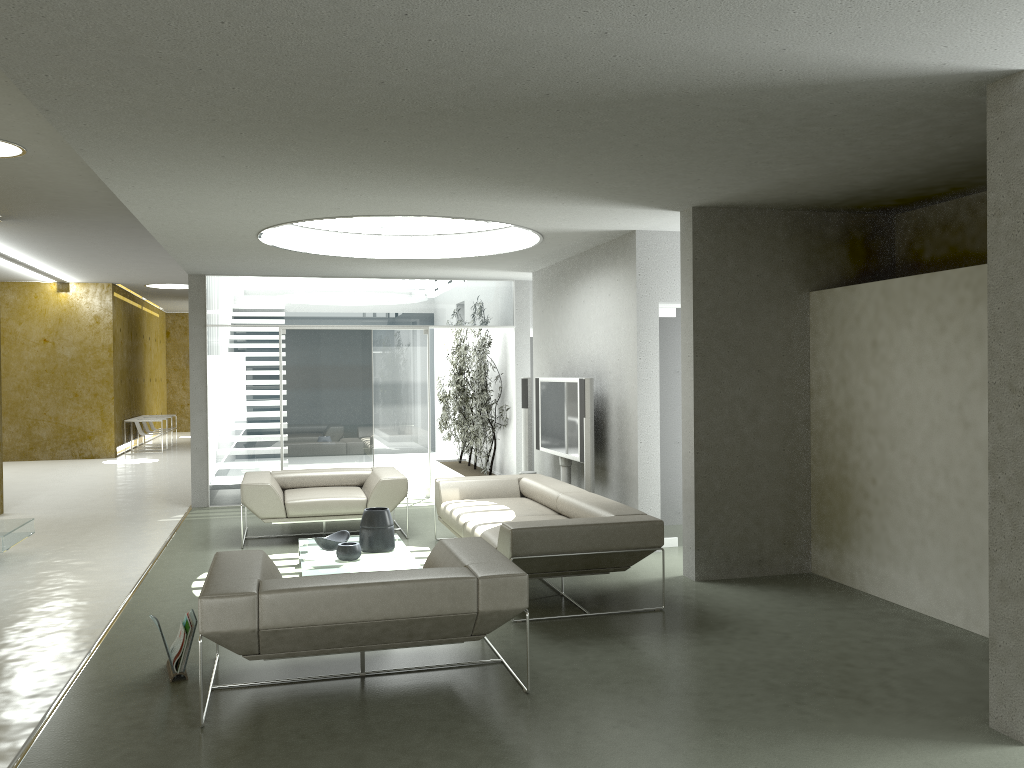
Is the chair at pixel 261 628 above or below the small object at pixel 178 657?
above

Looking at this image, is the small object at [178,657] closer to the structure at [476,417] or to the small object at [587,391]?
the small object at [587,391]

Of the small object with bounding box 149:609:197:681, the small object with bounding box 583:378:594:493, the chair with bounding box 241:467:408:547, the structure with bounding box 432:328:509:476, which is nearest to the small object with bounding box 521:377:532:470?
the structure with bounding box 432:328:509:476

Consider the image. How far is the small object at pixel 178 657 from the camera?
4.42m

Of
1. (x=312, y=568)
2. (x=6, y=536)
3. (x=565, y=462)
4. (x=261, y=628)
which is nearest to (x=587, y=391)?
(x=565, y=462)

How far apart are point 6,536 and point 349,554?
2.90m

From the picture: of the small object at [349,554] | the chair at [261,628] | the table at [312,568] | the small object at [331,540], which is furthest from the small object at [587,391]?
the chair at [261,628]

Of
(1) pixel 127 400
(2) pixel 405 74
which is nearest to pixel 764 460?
(2) pixel 405 74

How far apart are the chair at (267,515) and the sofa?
0.4m

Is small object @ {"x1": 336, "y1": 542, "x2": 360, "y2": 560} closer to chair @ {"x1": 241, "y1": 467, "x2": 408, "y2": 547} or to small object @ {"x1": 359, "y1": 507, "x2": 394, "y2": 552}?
small object @ {"x1": 359, "y1": 507, "x2": 394, "y2": 552}
